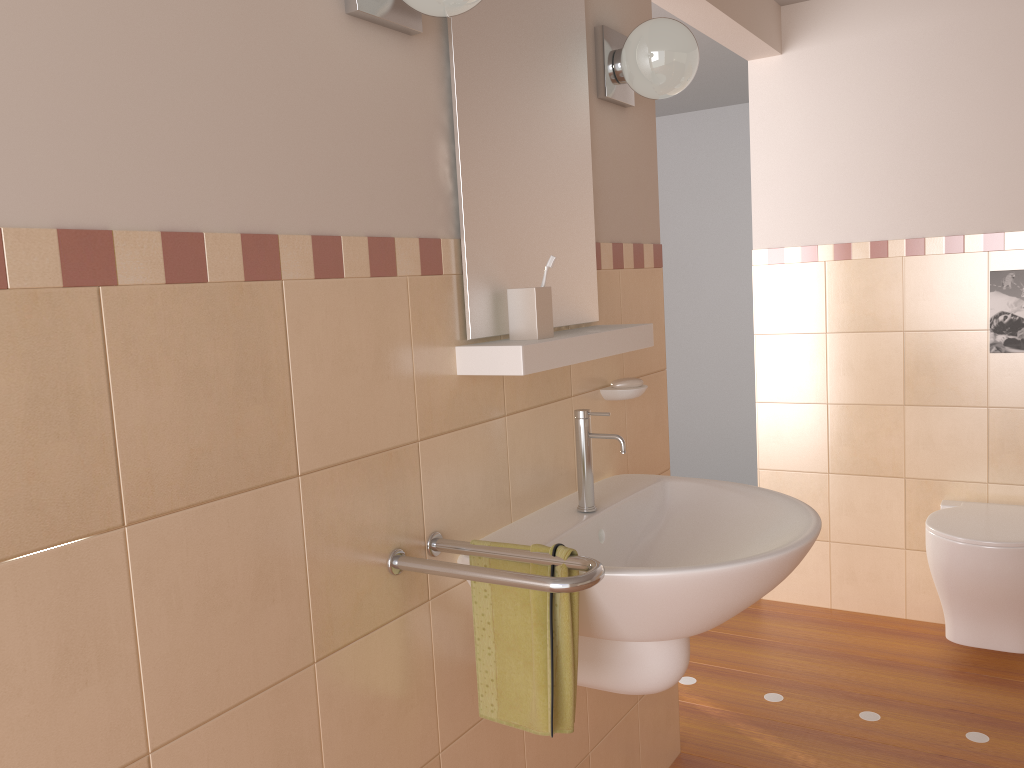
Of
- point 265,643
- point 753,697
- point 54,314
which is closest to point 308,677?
point 265,643

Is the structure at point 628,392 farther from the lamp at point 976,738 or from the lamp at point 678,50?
the lamp at point 976,738

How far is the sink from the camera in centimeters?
139cm

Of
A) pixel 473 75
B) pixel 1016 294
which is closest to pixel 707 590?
pixel 473 75

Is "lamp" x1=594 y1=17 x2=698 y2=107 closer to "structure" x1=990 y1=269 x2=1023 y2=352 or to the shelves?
the shelves

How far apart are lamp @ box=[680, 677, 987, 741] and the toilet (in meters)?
0.44

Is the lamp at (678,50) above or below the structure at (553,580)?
above

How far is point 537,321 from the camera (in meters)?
1.57

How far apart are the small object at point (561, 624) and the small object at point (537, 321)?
0.39m

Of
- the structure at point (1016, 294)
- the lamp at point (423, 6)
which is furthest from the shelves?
the structure at point (1016, 294)
